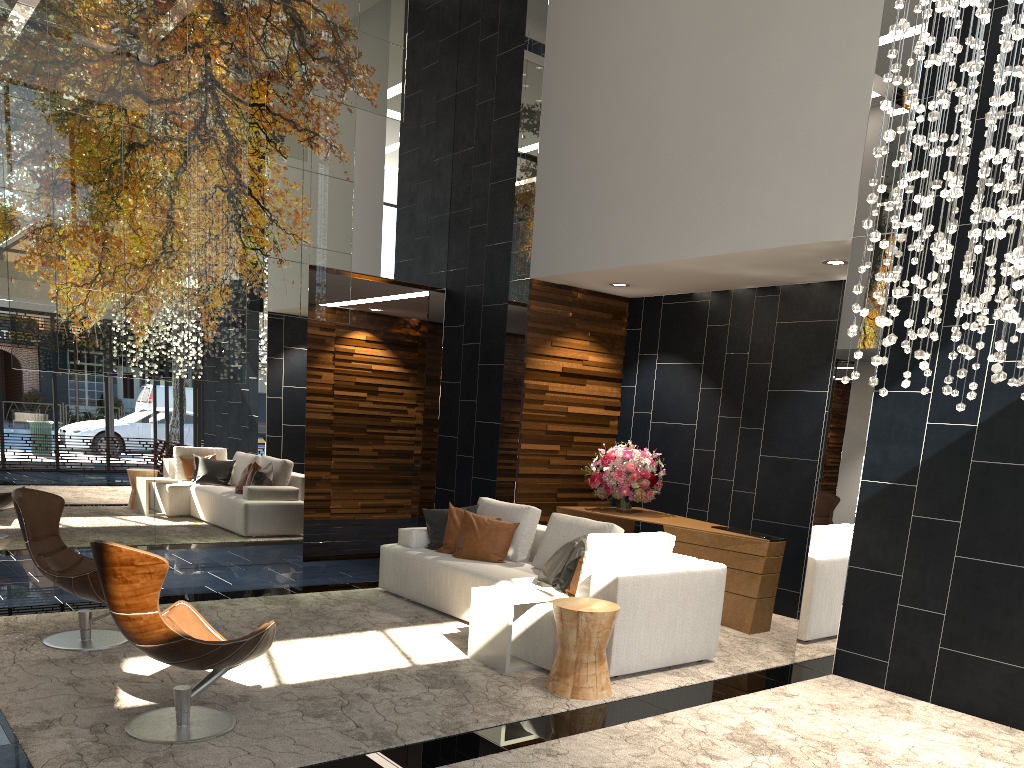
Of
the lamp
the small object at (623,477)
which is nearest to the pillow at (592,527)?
the small object at (623,477)

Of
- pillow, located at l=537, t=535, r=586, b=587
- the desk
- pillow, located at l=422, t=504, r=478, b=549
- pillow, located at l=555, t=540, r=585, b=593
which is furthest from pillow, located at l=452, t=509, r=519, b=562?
the desk

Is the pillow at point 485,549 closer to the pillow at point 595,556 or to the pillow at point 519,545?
the pillow at point 519,545

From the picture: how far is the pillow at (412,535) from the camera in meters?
7.0 m

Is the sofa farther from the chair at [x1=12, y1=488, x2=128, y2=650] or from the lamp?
the chair at [x1=12, y1=488, x2=128, y2=650]

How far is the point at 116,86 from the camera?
6.4 meters

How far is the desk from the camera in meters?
6.6 m

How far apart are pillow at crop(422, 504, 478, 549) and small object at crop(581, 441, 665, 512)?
1.4m

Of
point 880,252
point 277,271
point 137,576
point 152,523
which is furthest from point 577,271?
point 137,576

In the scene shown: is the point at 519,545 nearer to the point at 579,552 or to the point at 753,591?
the point at 579,552
